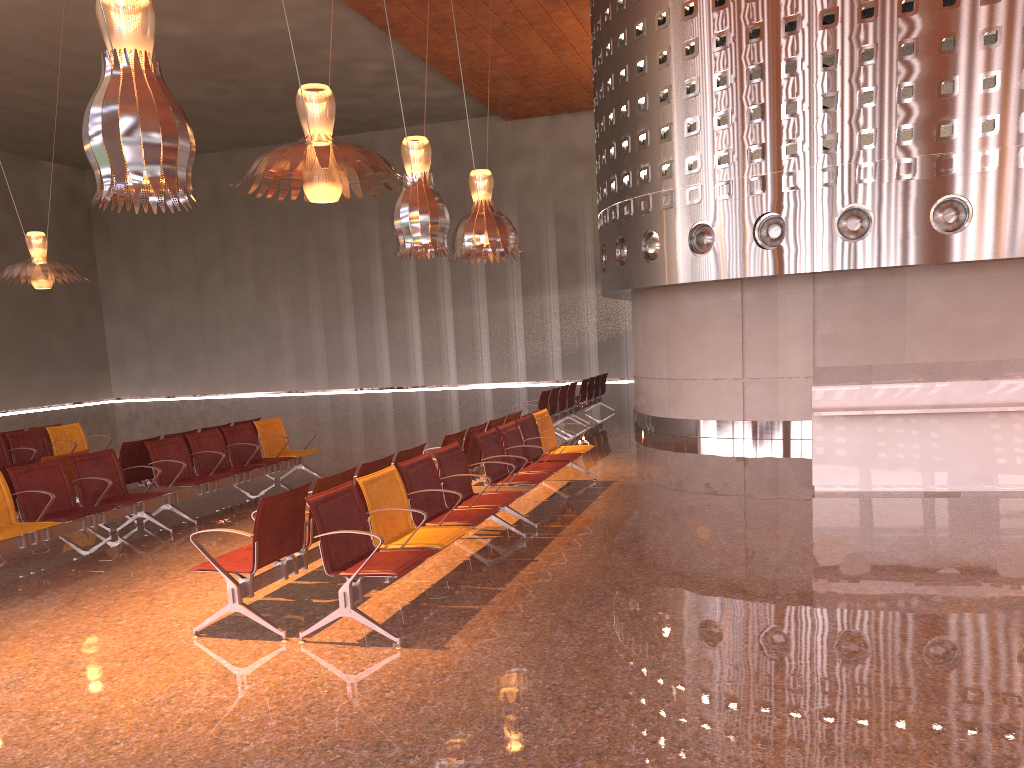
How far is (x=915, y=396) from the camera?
8.6 meters
